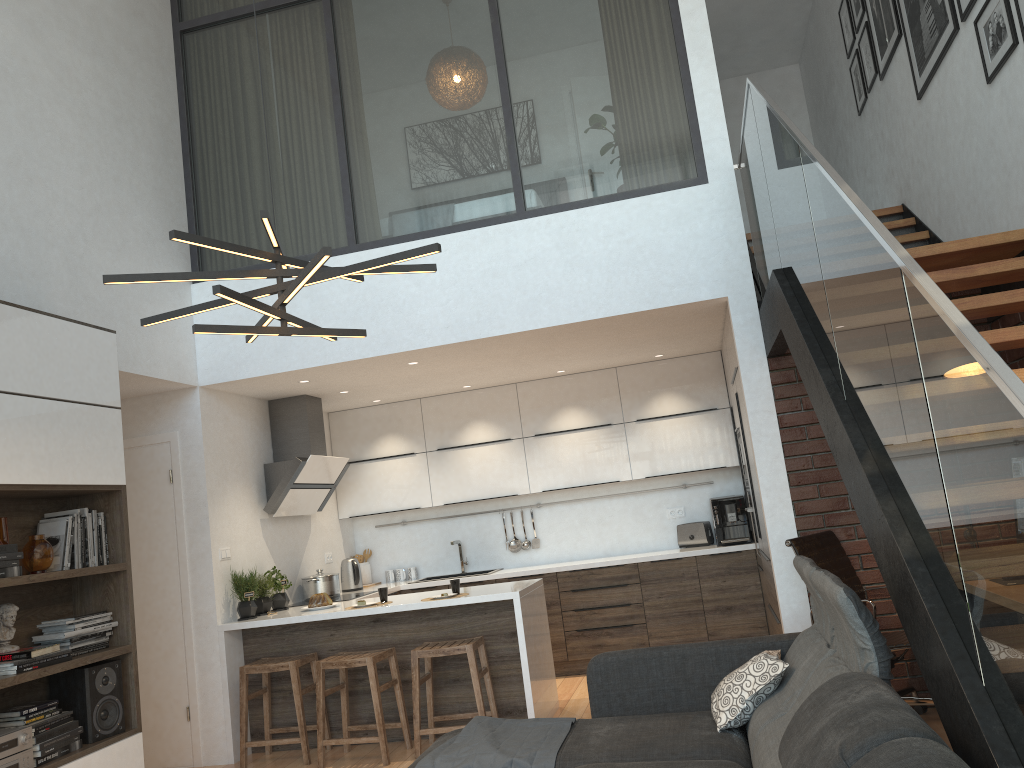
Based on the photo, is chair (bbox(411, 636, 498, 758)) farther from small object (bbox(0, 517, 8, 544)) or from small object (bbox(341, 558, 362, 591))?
small object (bbox(0, 517, 8, 544))

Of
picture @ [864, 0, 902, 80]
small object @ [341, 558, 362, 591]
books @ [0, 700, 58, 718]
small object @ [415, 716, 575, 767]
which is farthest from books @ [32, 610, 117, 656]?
picture @ [864, 0, 902, 80]

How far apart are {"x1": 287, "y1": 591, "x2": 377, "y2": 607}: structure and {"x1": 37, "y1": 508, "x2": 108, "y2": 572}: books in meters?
2.4

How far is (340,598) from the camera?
6.5m

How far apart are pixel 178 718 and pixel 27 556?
2.2 meters

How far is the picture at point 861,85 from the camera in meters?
6.8

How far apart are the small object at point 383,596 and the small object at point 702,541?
2.7m

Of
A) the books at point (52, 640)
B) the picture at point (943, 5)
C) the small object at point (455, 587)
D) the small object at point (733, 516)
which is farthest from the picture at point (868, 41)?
the books at point (52, 640)

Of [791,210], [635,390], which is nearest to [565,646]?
[635,390]

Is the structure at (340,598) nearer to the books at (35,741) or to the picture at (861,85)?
the books at (35,741)
